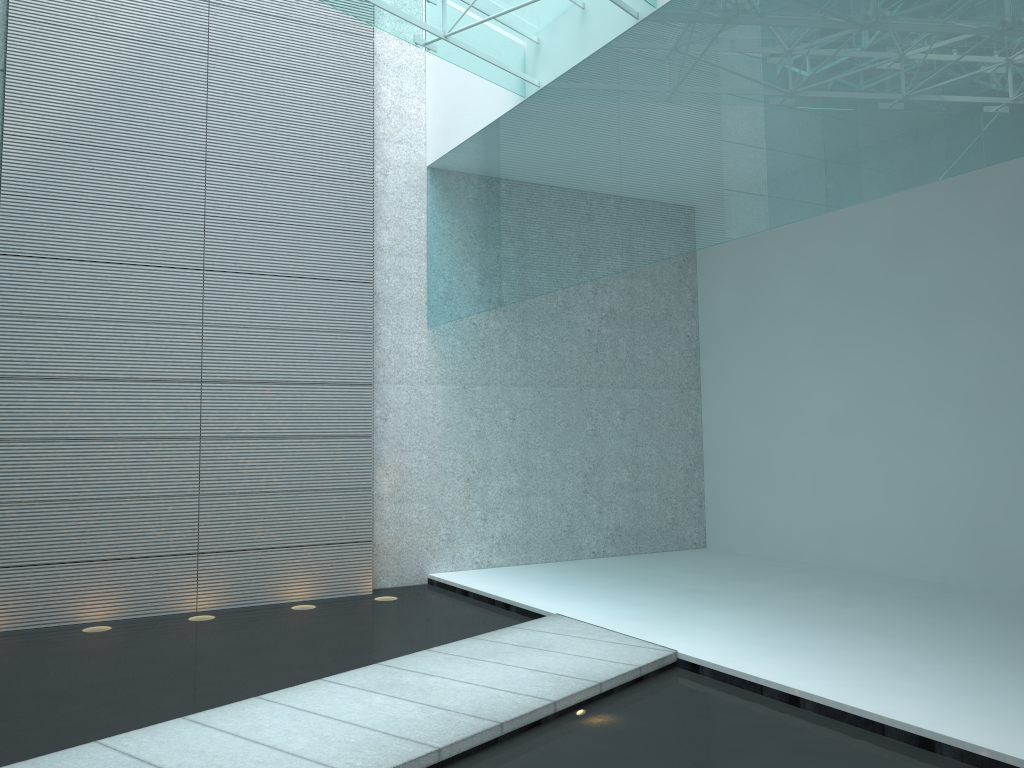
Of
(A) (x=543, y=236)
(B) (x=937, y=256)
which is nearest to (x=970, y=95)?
(A) (x=543, y=236)
